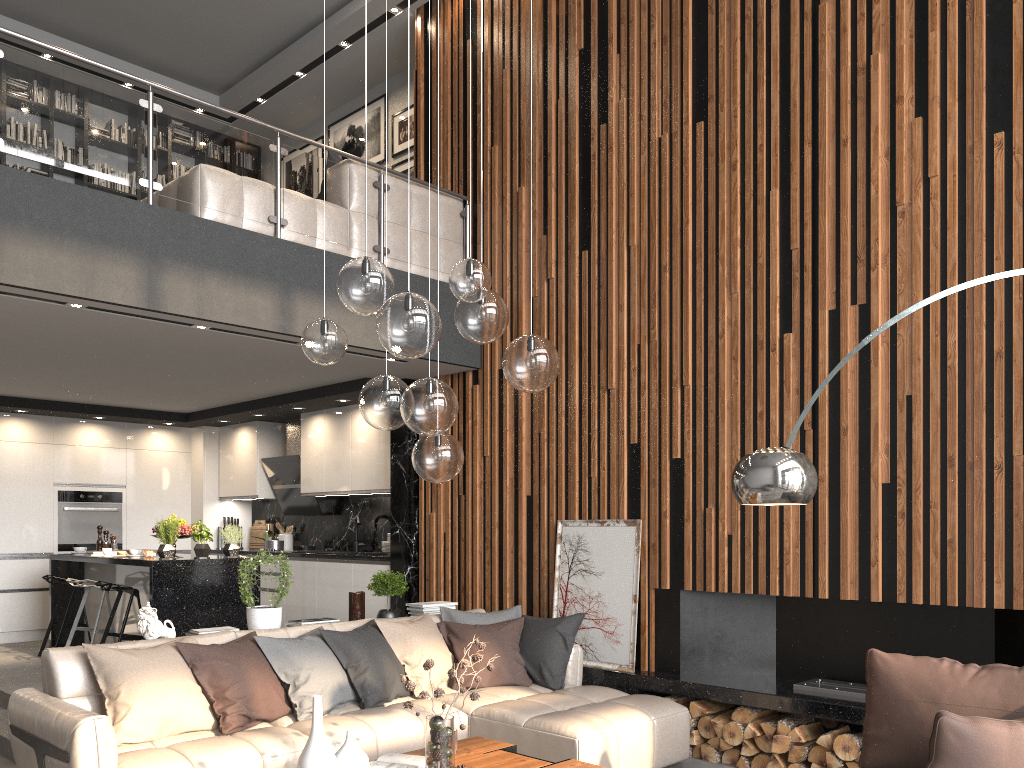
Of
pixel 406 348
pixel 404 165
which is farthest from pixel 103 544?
pixel 406 348

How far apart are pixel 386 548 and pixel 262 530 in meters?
2.7 m

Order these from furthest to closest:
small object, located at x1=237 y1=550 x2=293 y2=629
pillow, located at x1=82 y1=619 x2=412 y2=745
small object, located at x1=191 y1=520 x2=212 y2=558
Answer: small object, located at x1=191 y1=520 x2=212 y2=558 < small object, located at x1=237 y1=550 x2=293 y2=629 < pillow, located at x1=82 y1=619 x2=412 y2=745

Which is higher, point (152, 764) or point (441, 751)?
point (441, 751)

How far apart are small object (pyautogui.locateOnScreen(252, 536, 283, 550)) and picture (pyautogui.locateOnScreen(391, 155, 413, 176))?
4.0 meters

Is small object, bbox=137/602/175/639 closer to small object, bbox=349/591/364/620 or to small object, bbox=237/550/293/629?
small object, bbox=237/550/293/629

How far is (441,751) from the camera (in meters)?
3.36

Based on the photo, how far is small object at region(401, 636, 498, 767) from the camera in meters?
3.4

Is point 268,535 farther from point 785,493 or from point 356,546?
point 785,493

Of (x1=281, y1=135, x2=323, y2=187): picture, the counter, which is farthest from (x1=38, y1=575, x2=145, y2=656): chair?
(x1=281, y1=135, x2=323, y2=187): picture
